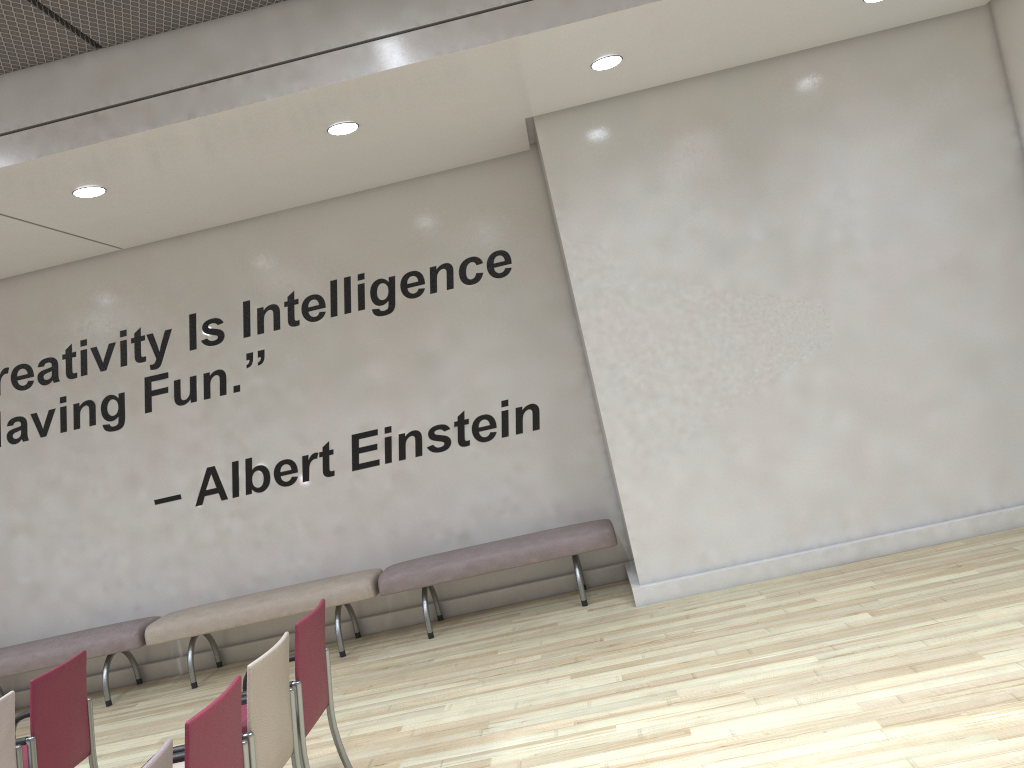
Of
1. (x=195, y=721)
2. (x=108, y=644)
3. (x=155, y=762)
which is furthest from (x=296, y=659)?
(x=108, y=644)

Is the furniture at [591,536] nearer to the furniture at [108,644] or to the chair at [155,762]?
the furniture at [108,644]

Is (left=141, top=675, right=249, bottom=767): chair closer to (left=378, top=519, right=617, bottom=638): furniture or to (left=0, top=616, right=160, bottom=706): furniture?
(left=378, top=519, right=617, bottom=638): furniture

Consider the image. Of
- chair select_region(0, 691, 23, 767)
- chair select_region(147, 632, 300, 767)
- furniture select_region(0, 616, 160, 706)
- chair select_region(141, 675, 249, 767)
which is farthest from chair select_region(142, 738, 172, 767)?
furniture select_region(0, 616, 160, 706)

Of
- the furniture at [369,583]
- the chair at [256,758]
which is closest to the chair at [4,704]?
the chair at [256,758]

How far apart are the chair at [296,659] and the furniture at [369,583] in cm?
234

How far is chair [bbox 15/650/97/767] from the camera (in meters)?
3.96

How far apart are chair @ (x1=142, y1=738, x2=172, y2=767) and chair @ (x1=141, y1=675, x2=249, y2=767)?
0.1 meters

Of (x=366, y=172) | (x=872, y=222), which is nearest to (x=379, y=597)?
(x=366, y=172)

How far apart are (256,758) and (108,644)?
4.1m
